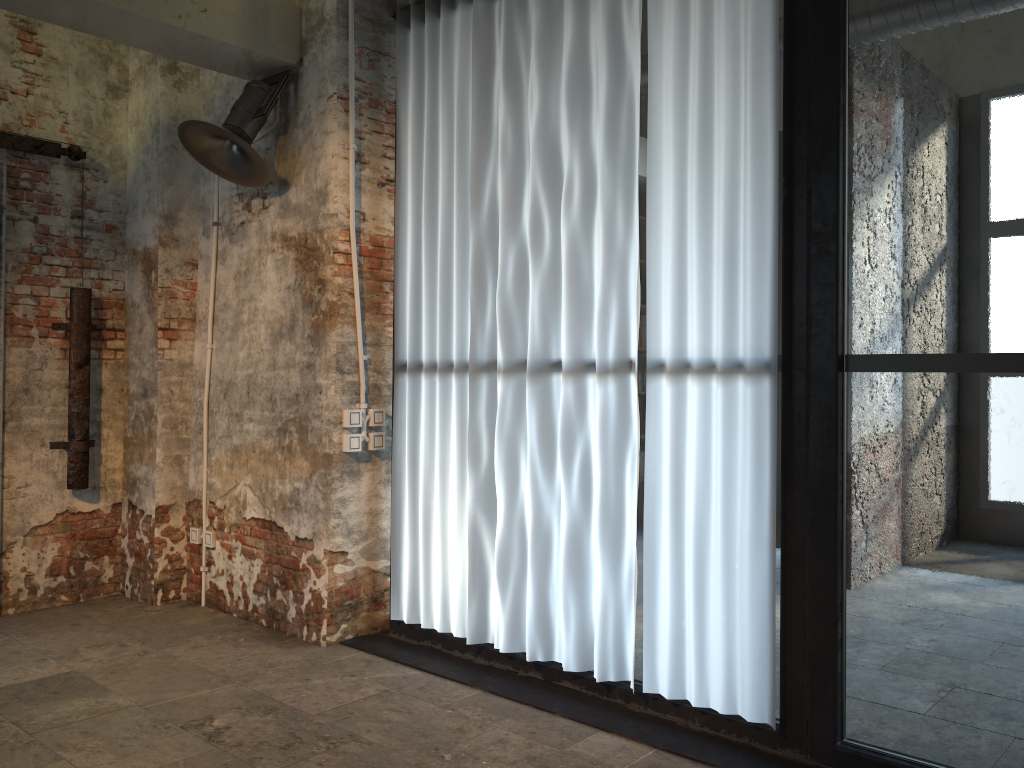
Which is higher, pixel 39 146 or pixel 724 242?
pixel 39 146

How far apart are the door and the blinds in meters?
1.9

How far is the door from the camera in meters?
4.8

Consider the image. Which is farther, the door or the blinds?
the door

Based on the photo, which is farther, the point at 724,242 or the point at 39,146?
the point at 39,146

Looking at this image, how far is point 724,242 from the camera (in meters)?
3.19

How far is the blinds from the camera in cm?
319

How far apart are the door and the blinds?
1.9 meters

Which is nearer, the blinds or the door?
the blinds

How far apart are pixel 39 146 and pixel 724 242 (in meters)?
3.80
